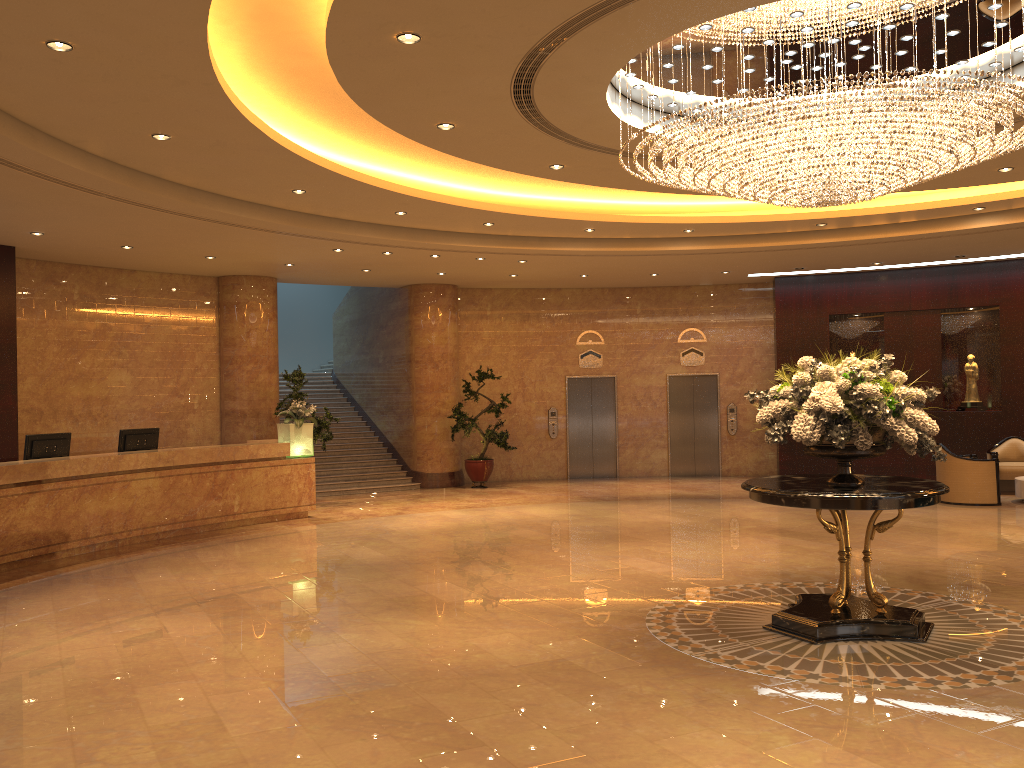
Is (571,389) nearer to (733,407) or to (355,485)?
(733,407)

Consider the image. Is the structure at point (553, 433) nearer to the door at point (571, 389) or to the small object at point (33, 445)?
the door at point (571, 389)

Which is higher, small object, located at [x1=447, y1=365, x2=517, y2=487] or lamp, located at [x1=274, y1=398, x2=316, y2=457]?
lamp, located at [x1=274, y1=398, x2=316, y2=457]

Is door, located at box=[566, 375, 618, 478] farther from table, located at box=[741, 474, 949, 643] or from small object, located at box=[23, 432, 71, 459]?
table, located at box=[741, 474, 949, 643]

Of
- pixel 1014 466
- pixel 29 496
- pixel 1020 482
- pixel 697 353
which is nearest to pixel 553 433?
pixel 697 353

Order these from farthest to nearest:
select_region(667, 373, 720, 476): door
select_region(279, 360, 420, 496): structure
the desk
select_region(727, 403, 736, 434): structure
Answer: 1. select_region(667, 373, 720, 476): door
2. select_region(727, 403, 736, 434): structure
3. select_region(279, 360, 420, 496): structure
4. the desk

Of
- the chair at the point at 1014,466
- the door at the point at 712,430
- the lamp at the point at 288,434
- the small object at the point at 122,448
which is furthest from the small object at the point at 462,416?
the chair at the point at 1014,466

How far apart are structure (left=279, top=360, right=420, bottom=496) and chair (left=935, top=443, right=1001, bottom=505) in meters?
9.2 m

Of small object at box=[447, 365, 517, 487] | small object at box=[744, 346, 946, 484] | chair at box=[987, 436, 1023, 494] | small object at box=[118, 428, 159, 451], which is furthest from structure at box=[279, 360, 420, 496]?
small object at box=[744, 346, 946, 484]

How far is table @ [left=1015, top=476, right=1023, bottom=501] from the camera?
13.33m
